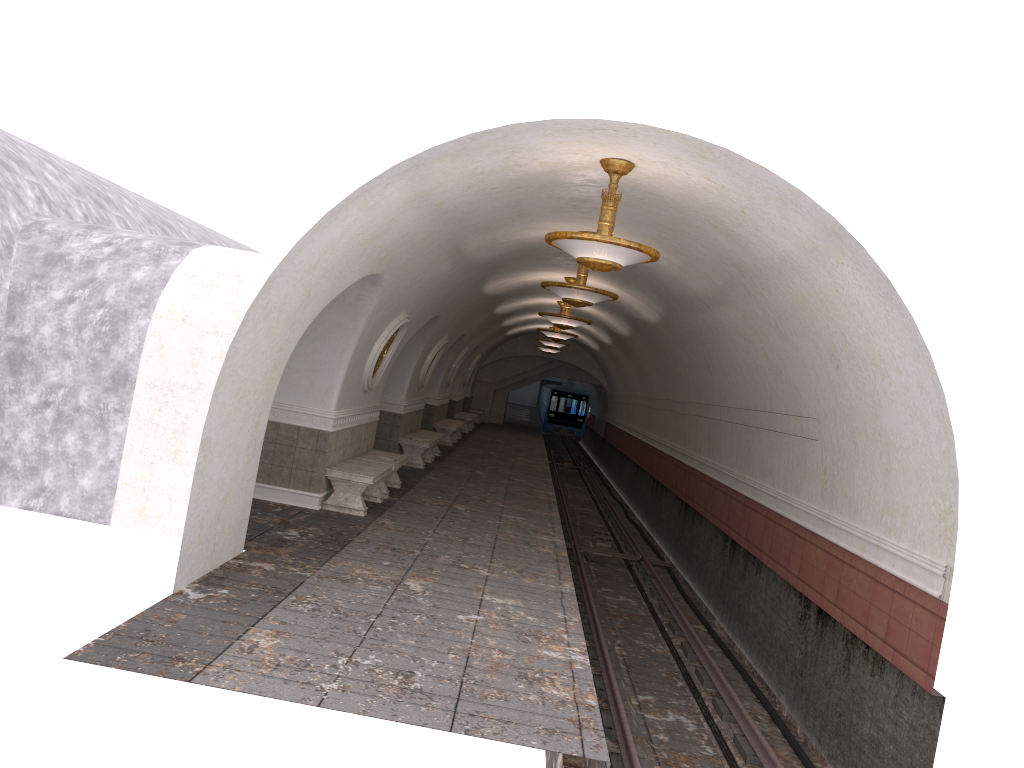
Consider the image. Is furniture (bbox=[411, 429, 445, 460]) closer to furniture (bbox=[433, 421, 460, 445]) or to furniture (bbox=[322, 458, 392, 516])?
furniture (bbox=[433, 421, 460, 445])

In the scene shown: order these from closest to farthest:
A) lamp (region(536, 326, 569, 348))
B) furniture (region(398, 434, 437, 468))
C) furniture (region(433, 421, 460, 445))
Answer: furniture (region(398, 434, 437, 468)), furniture (region(433, 421, 460, 445)), lamp (region(536, 326, 569, 348))

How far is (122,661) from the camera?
5.13m

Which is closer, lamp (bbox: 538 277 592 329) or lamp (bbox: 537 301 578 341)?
lamp (bbox: 538 277 592 329)

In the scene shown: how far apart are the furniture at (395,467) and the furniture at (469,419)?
15.0m

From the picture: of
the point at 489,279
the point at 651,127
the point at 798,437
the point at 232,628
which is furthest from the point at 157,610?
the point at 489,279

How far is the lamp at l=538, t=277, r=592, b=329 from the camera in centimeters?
1576cm

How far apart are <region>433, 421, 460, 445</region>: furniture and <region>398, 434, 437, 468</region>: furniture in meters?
4.7

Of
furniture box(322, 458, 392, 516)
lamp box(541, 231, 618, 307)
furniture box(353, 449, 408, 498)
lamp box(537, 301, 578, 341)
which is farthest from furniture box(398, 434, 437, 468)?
lamp box(541, 231, 618, 307)

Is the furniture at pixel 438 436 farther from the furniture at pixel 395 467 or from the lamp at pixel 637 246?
the lamp at pixel 637 246
